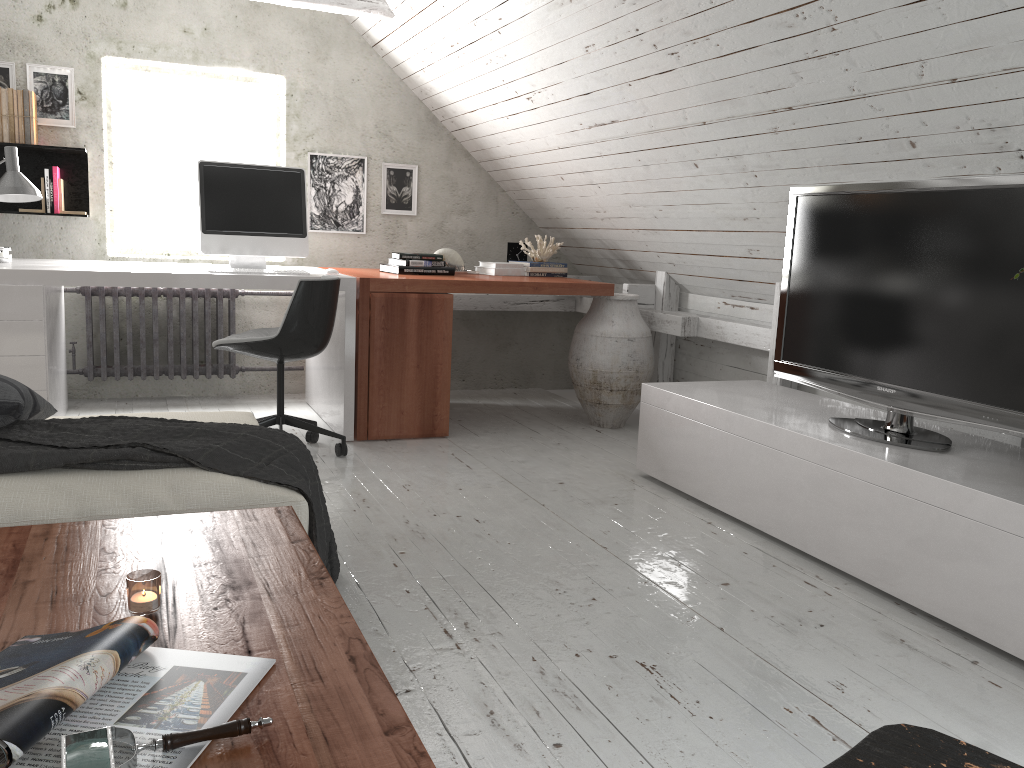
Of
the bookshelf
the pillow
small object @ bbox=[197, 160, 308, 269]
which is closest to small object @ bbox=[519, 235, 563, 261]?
small object @ bbox=[197, 160, 308, 269]

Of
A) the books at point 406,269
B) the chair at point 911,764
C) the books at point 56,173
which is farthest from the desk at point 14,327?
the chair at point 911,764

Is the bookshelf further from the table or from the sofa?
the table

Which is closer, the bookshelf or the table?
the table

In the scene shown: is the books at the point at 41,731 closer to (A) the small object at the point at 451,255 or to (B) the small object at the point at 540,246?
(A) the small object at the point at 451,255

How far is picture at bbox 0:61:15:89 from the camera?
4.3 meters

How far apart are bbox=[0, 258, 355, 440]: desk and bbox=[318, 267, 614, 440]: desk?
0.0m

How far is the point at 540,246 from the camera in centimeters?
490cm

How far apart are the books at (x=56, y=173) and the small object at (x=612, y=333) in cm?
268

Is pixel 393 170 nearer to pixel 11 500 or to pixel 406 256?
pixel 406 256
